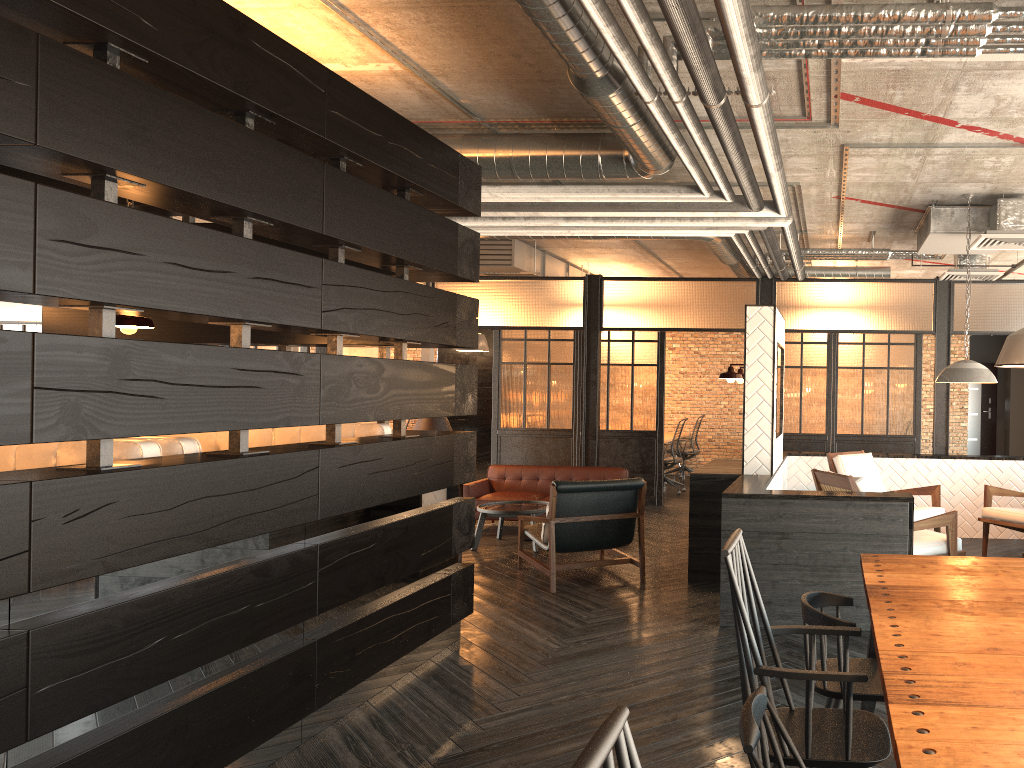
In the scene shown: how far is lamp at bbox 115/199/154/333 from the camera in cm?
434

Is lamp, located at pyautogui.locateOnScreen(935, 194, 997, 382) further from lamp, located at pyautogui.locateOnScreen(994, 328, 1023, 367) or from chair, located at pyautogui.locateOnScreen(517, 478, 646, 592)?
lamp, located at pyautogui.locateOnScreen(994, 328, 1023, 367)

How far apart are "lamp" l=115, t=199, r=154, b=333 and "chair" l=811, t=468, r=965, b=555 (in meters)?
3.99

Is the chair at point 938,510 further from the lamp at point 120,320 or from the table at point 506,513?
the lamp at point 120,320

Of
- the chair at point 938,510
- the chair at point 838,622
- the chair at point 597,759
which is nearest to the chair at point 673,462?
the chair at point 938,510

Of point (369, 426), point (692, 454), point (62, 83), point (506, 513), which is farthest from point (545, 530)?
point (692, 454)

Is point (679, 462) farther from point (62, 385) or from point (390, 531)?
point (62, 385)

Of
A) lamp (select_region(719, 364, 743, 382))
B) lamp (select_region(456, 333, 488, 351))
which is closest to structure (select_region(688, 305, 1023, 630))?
lamp (select_region(719, 364, 743, 382))

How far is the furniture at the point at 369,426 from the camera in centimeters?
485cm

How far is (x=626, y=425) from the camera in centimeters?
1059cm
